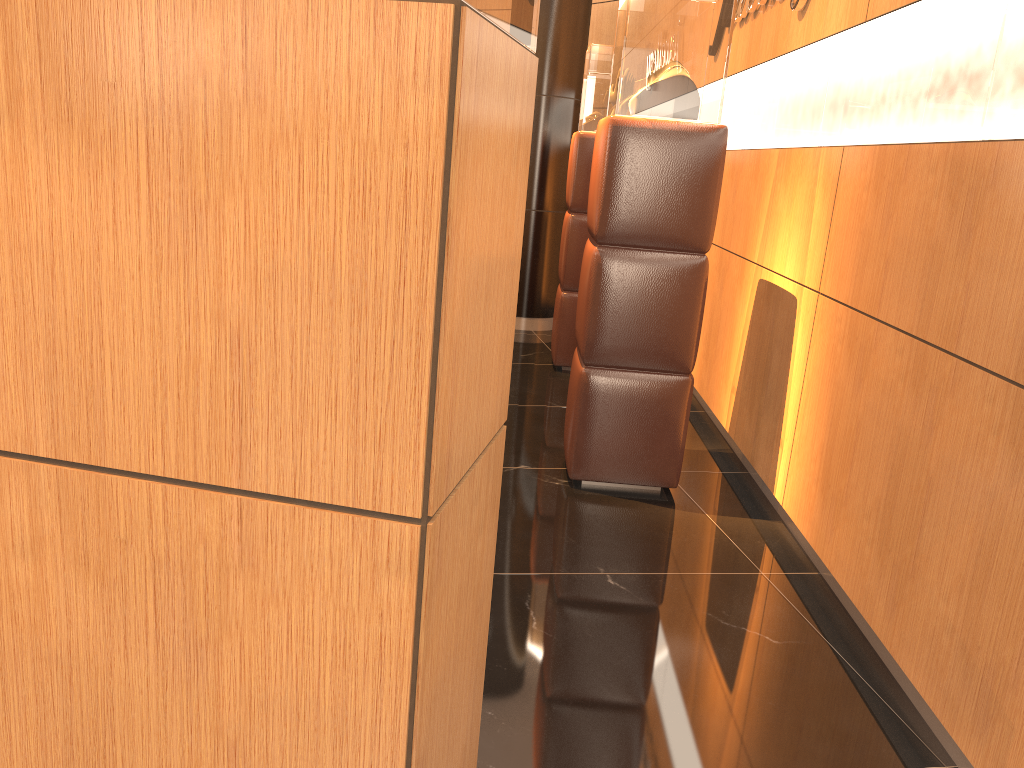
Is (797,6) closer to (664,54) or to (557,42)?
(664,54)

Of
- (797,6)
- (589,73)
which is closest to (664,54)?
(797,6)

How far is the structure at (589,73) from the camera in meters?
5.3

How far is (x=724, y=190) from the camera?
4.8m

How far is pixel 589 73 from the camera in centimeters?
529cm

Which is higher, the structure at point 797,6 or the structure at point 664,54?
the structure at point 797,6

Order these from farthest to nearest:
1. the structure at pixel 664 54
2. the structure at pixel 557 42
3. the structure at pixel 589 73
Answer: the structure at pixel 557 42 → the structure at pixel 589 73 → the structure at pixel 664 54

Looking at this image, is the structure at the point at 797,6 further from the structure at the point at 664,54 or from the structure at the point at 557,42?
the structure at the point at 557,42

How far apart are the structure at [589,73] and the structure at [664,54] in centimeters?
181cm

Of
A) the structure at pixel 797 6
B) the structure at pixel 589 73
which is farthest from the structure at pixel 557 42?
the structure at pixel 797 6
